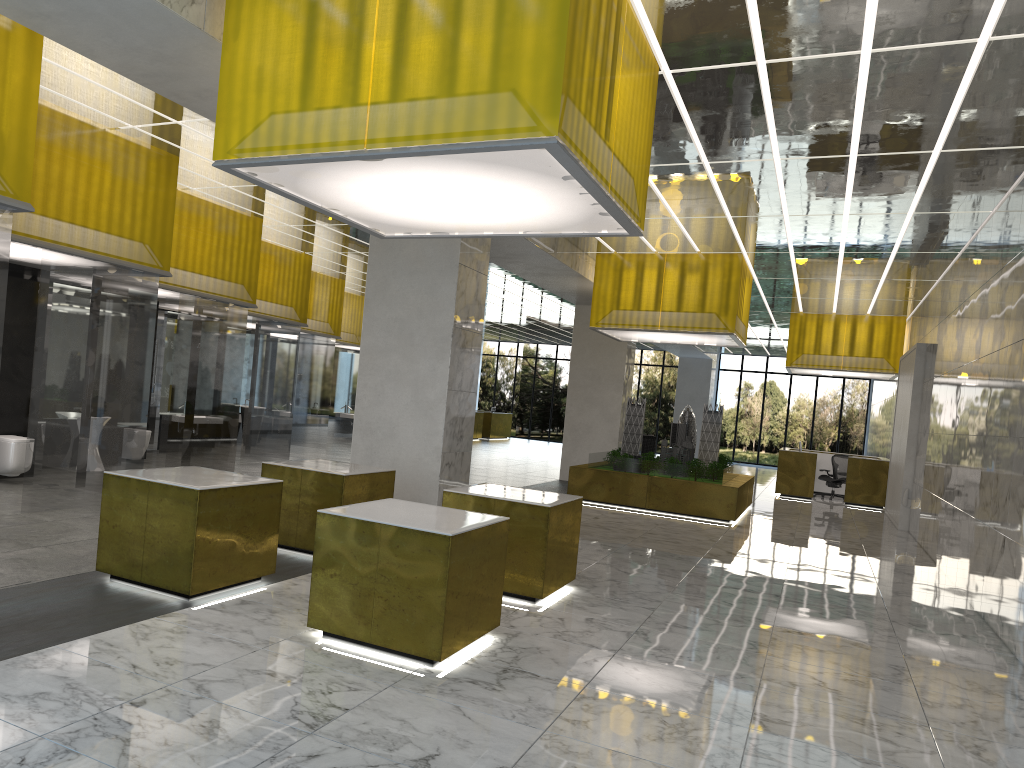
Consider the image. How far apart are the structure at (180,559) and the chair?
25.2m

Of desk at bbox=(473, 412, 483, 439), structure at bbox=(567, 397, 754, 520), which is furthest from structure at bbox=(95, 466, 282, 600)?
desk at bbox=(473, 412, 483, 439)

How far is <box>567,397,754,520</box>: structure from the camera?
20.4m

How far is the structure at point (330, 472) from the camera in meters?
10.8

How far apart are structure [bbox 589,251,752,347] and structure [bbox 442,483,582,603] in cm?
1013

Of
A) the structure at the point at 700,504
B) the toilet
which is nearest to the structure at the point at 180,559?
the toilet

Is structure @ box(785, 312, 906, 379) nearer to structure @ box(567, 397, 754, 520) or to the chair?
the chair

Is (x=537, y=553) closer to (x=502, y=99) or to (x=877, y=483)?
(x=502, y=99)

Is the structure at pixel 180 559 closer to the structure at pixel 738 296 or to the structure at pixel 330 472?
the structure at pixel 330 472

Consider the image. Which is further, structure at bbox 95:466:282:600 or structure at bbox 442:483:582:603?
structure at bbox 442:483:582:603
